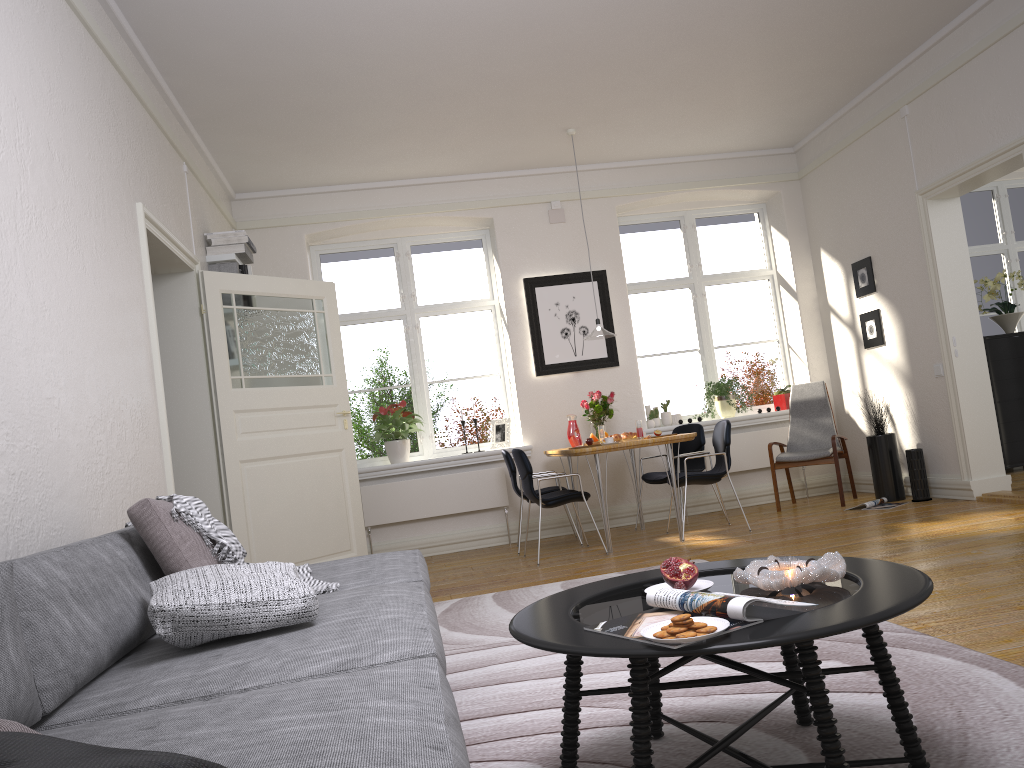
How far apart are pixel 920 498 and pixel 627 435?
2.2m

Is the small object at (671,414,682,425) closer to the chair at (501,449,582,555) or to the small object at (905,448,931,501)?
the chair at (501,449,582,555)

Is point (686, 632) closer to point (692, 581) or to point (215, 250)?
point (692, 581)

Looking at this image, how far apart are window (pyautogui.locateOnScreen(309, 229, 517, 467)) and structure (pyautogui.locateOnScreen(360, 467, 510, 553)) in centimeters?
49cm

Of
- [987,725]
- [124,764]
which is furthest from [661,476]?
[124,764]

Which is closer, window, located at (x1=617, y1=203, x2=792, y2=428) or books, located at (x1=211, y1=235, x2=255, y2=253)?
books, located at (x1=211, y1=235, x2=255, y2=253)

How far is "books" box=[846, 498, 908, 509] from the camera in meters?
6.5

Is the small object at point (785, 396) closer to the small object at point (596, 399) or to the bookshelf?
the small object at point (596, 399)

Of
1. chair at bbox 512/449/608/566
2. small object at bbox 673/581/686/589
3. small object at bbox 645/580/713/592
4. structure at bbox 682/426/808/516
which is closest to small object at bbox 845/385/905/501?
structure at bbox 682/426/808/516

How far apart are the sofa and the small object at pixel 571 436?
3.9 meters
